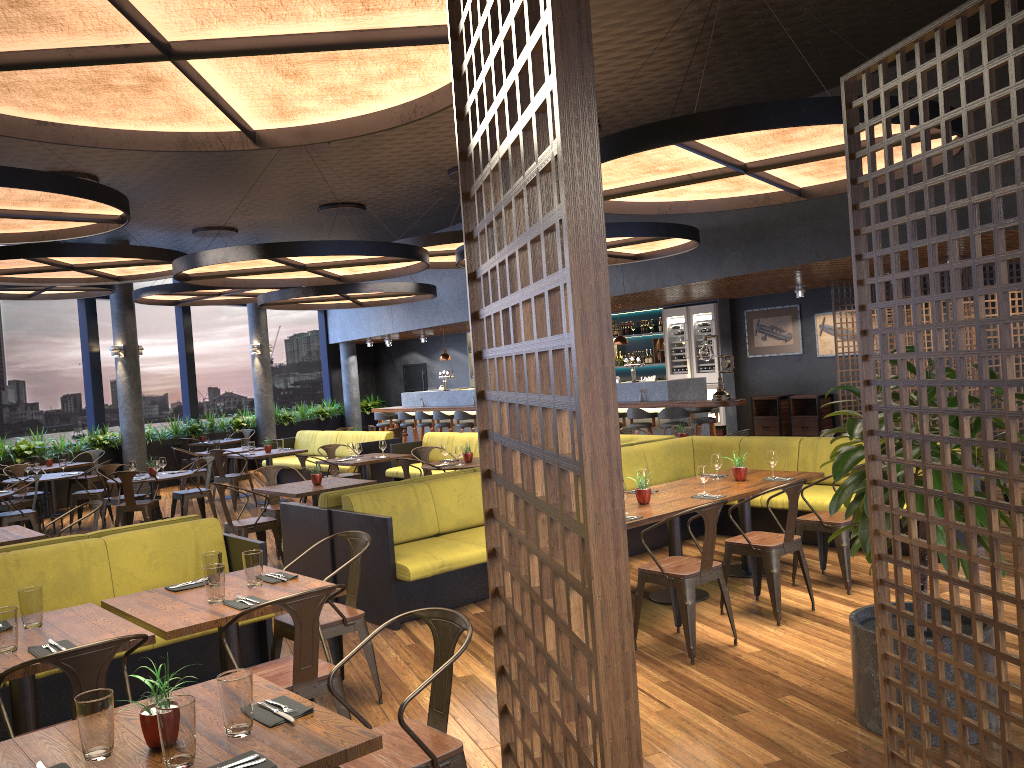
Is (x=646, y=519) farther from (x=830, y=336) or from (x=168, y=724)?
(x=830, y=336)

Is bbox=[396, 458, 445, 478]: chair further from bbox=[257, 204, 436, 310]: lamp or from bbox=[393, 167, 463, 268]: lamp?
bbox=[257, 204, 436, 310]: lamp

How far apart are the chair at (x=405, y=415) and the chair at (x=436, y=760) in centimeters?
1475cm

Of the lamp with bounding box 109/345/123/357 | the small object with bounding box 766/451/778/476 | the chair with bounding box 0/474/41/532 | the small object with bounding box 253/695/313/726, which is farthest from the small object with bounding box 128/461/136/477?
the small object with bounding box 253/695/313/726

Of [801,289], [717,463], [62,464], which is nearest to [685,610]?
[717,463]

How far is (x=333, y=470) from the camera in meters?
12.1 m

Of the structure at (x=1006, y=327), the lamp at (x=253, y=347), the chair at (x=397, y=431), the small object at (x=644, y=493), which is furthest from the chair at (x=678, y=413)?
the structure at (x=1006, y=327)

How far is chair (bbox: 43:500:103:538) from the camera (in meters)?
7.46

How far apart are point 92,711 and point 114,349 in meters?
14.2

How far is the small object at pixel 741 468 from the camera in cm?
697
